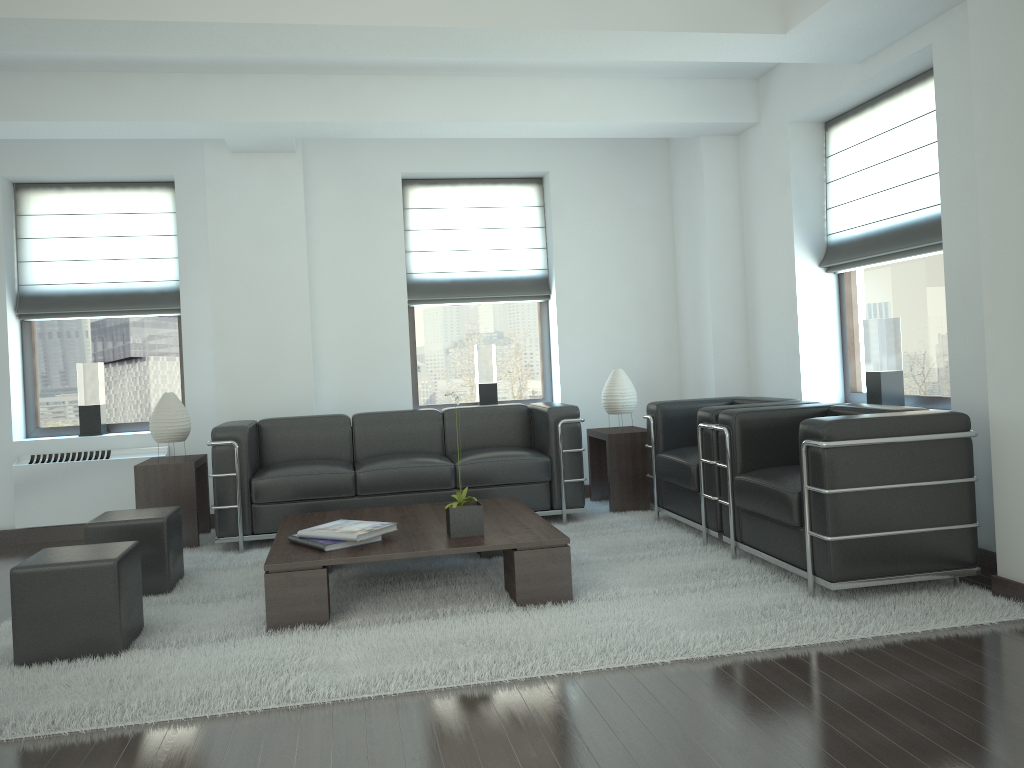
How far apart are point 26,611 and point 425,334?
5.91m

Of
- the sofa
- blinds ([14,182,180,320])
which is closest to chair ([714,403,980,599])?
the sofa

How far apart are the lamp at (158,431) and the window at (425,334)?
2.72m

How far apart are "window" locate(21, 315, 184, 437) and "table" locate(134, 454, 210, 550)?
1.28m

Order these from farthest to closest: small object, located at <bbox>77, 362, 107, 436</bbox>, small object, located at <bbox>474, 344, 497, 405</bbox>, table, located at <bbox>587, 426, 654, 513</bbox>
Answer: small object, located at <bbox>474, 344, 497, 405</bbox>
small object, located at <bbox>77, 362, 107, 436</bbox>
table, located at <bbox>587, 426, 654, 513</bbox>

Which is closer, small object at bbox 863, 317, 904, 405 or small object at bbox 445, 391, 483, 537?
small object at bbox 445, 391, 483, 537

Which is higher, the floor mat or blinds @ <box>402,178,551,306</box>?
blinds @ <box>402,178,551,306</box>

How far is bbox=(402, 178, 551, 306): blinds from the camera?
10.2 meters

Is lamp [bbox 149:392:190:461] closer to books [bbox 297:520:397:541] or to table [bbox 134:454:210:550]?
table [bbox 134:454:210:550]

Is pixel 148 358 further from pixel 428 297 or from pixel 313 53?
pixel 313 53
